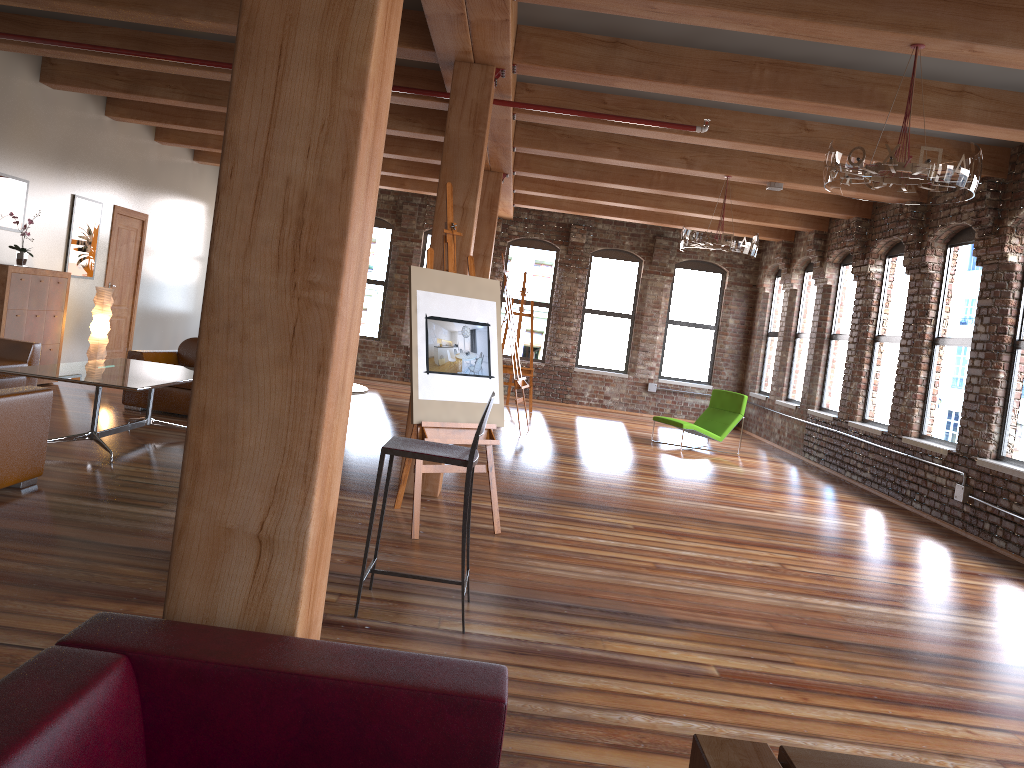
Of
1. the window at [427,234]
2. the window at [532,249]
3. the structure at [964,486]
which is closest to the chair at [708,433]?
the structure at [964,486]

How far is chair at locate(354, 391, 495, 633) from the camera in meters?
3.7

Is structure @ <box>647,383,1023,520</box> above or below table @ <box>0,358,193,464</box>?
below

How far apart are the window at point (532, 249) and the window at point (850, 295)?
5.22m

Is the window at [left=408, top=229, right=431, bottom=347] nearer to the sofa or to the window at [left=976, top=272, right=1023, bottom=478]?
the sofa

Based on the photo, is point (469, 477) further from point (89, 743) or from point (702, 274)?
point (702, 274)

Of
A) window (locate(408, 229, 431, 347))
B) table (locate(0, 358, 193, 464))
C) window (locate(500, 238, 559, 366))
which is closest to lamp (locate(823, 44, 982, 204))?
table (locate(0, 358, 193, 464))

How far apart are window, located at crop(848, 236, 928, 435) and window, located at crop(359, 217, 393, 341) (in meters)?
8.38

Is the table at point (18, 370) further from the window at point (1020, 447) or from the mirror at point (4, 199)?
the window at point (1020, 447)

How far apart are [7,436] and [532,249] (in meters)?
11.55
